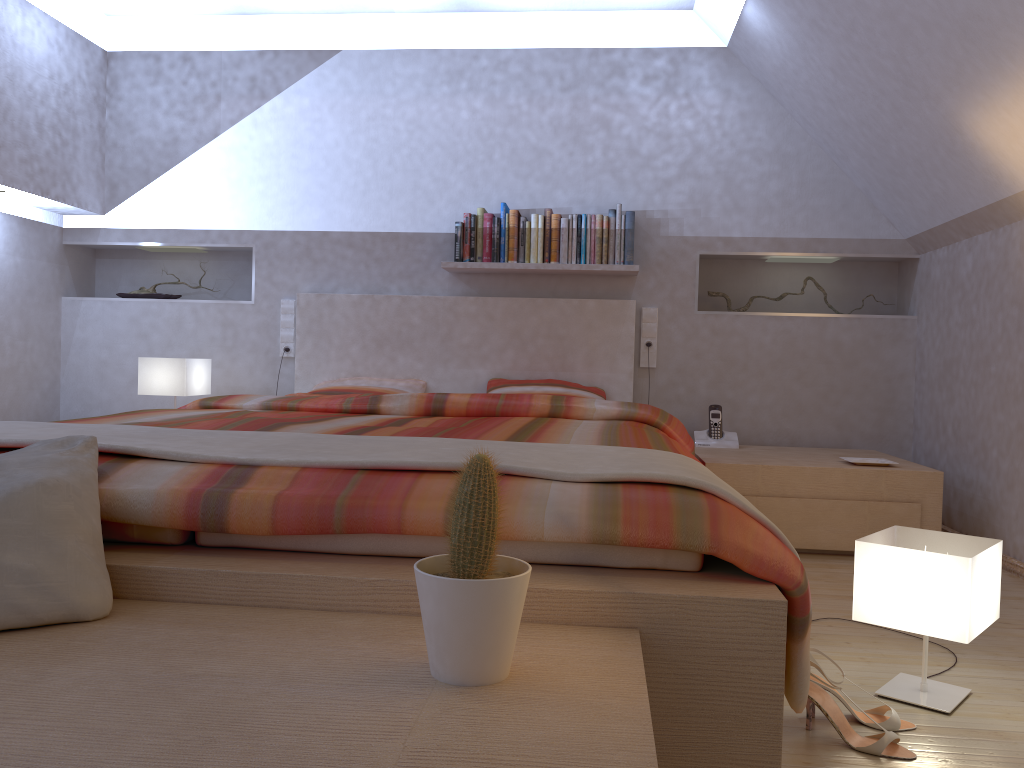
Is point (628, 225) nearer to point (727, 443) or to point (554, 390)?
point (554, 390)

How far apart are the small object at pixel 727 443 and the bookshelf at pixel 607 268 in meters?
0.8 m

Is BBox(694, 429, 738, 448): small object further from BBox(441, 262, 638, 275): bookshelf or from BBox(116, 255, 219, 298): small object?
BBox(116, 255, 219, 298): small object

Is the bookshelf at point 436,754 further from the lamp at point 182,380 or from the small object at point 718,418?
the small object at point 718,418

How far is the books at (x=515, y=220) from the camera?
4.11m

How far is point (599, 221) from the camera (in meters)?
4.08

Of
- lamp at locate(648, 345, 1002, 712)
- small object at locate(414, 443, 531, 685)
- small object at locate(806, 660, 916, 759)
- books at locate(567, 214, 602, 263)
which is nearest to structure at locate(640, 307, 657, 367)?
books at locate(567, 214, 602, 263)

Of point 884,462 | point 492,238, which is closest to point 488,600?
point 884,462

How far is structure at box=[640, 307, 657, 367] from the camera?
4.24m

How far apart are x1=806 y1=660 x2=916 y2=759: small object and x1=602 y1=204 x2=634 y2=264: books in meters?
2.6
